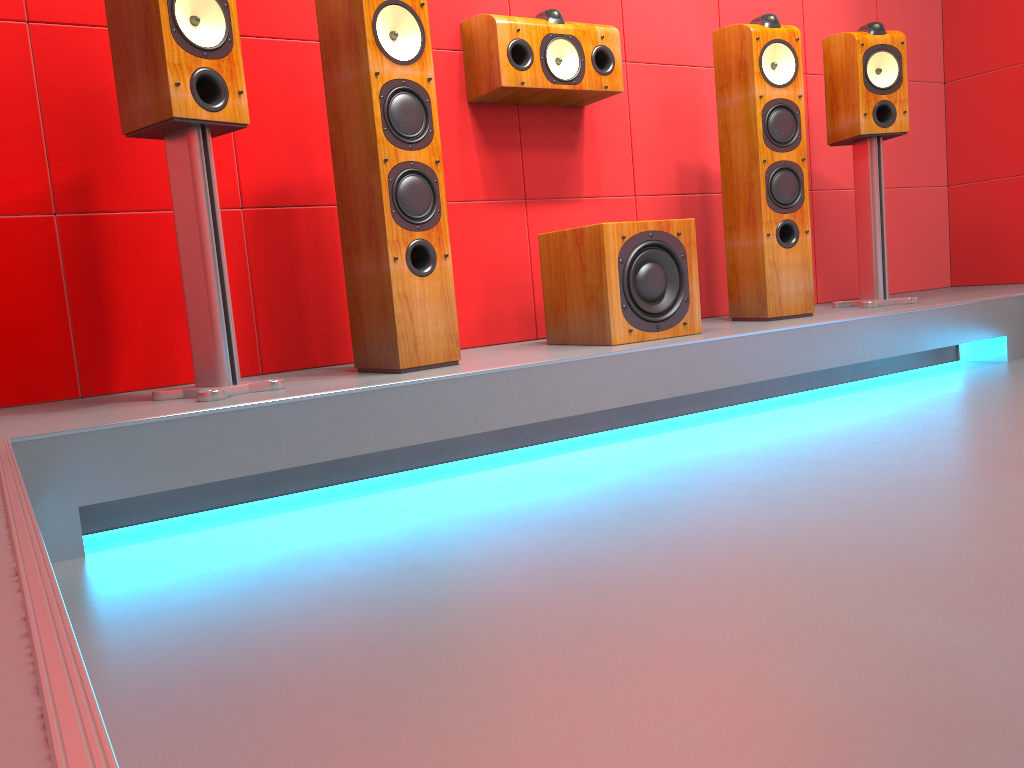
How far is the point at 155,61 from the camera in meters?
2.0 m

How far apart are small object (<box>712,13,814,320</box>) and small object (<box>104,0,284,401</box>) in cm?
173

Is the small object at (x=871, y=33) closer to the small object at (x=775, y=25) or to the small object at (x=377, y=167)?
the small object at (x=775, y=25)

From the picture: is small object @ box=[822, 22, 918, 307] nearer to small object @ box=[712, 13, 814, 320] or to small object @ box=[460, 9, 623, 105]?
small object @ box=[712, 13, 814, 320]

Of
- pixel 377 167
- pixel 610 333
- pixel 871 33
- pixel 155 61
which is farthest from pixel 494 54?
pixel 871 33

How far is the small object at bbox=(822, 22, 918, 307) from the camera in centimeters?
328cm

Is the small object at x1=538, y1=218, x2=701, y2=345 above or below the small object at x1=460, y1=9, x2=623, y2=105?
below

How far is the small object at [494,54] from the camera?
2.82m

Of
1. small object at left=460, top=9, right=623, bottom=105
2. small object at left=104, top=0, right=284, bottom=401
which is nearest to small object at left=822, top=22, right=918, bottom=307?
small object at left=460, top=9, right=623, bottom=105

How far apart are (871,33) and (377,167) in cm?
209
